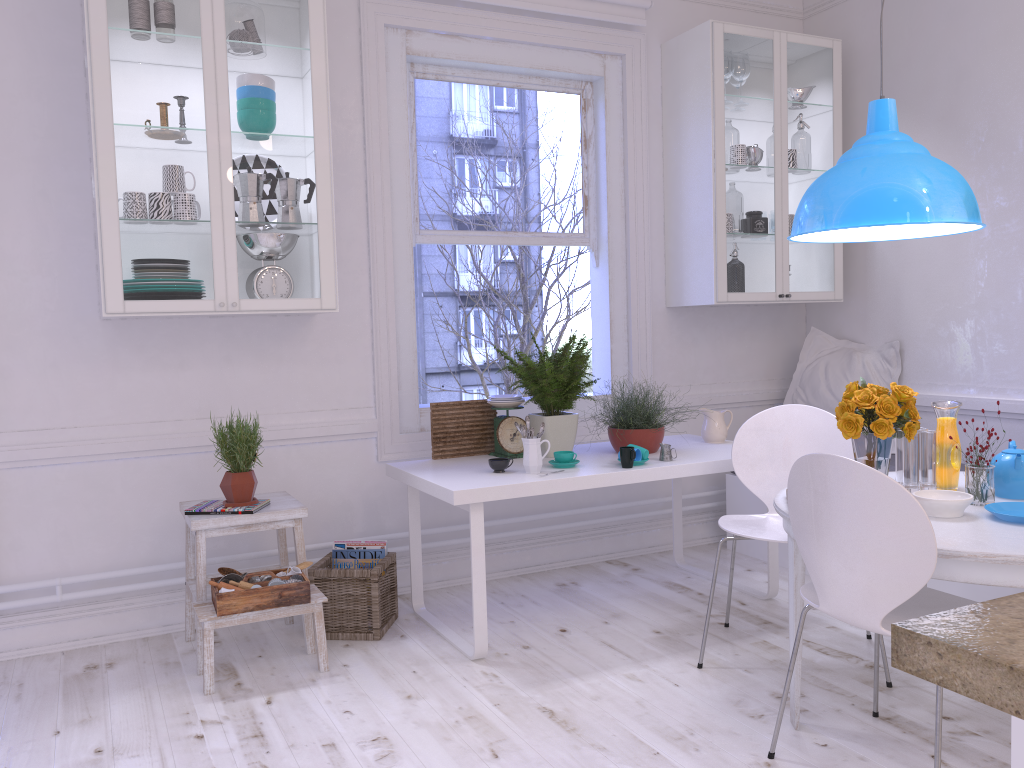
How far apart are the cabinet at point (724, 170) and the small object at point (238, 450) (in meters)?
2.20

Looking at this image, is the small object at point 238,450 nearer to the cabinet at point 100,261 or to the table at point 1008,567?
the cabinet at point 100,261

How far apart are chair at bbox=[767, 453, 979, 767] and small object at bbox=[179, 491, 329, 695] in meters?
1.5 m

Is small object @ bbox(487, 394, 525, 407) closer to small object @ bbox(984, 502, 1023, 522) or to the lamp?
the lamp

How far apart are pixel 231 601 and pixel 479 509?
0.9 meters

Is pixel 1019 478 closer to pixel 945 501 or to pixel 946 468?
pixel 946 468

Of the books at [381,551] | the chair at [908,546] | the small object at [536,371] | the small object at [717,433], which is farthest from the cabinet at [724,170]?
the chair at [908,546]

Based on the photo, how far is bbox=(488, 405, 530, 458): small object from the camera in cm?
364

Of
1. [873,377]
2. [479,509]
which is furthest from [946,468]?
[873,377]

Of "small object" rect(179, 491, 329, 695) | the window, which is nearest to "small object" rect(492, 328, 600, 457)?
the window
